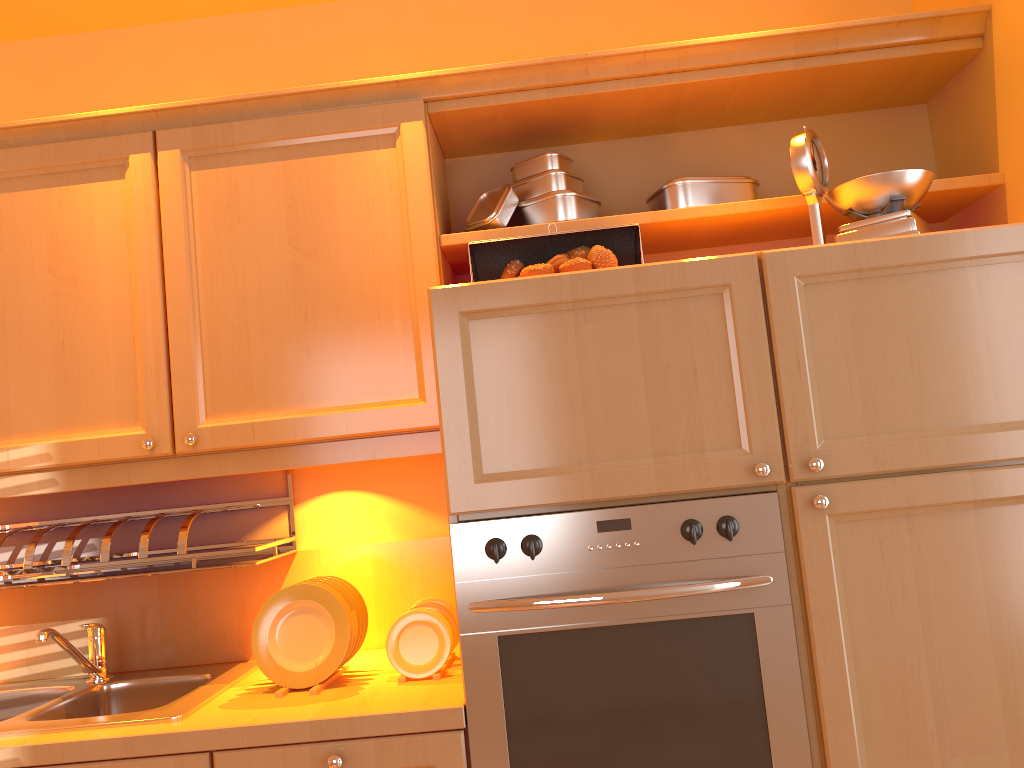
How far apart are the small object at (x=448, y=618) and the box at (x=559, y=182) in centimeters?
94cm

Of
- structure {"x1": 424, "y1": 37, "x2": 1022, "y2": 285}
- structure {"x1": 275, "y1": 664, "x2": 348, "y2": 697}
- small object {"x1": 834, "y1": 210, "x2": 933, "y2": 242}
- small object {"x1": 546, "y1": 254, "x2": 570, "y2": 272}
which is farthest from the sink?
small object {"x1": 834, "y1": 210, "x2": 933, "y2": 242}

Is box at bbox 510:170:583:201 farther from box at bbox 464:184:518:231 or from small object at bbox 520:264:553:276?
small object at bbox 520:264:553:276

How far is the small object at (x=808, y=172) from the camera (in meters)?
1.75

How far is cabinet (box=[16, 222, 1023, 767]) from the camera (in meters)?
1.51

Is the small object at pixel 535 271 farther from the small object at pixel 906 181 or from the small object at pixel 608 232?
the small object at pixel 906 181

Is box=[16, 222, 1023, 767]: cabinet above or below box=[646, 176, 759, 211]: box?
below

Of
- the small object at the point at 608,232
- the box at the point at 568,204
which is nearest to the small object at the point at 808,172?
the small object at the point at 608,232

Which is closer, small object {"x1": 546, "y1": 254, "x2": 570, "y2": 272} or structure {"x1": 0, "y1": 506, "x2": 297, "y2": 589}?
small object {"x1": 546, "y1": 254, "x2": 570, "y2": 272}

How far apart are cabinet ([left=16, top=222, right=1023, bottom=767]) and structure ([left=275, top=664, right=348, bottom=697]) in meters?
0.2 m
